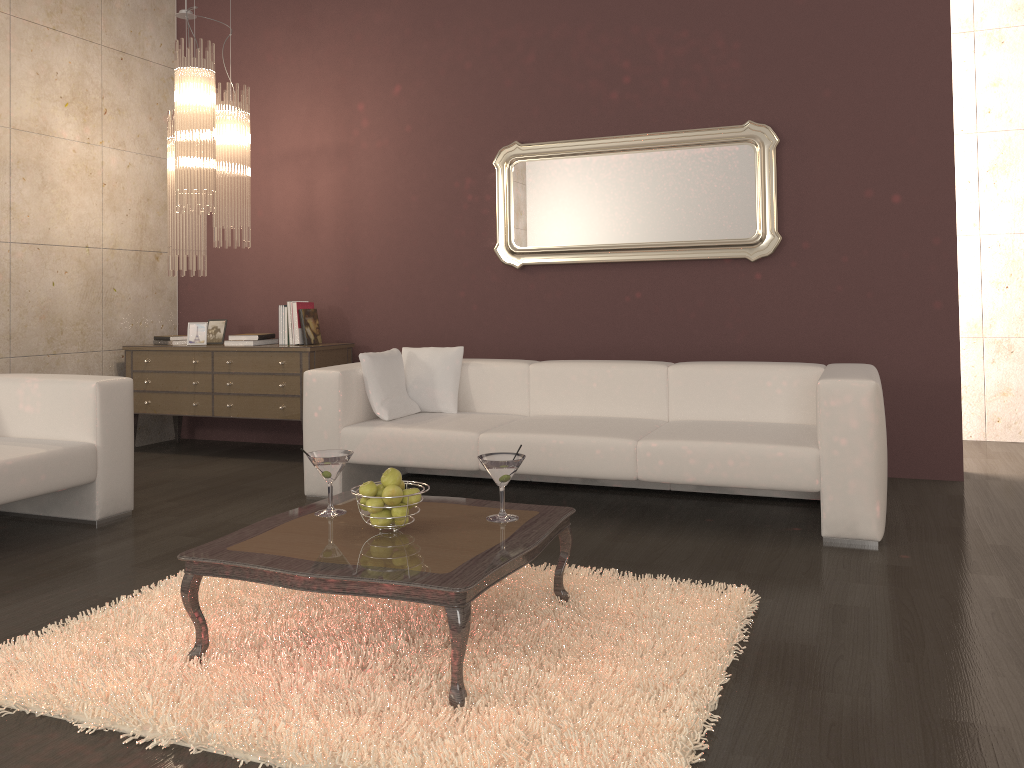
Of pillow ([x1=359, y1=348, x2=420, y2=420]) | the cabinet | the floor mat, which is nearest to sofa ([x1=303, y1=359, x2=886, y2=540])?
pillow ([x1=359, y1=348, x2=420, y2=420])

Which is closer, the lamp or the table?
the table

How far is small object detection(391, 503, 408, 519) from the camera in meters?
2.6

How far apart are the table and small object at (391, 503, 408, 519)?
0.1 meters

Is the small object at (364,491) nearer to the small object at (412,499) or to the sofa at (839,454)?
the small object at (412,499)

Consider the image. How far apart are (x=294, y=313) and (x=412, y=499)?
3.4m

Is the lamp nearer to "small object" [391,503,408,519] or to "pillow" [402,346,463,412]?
"pillow" [402,346,463,412]

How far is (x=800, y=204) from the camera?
4.9 meters

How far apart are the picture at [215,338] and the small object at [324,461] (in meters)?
3.50

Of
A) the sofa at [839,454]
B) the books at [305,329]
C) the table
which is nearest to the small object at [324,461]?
the table
